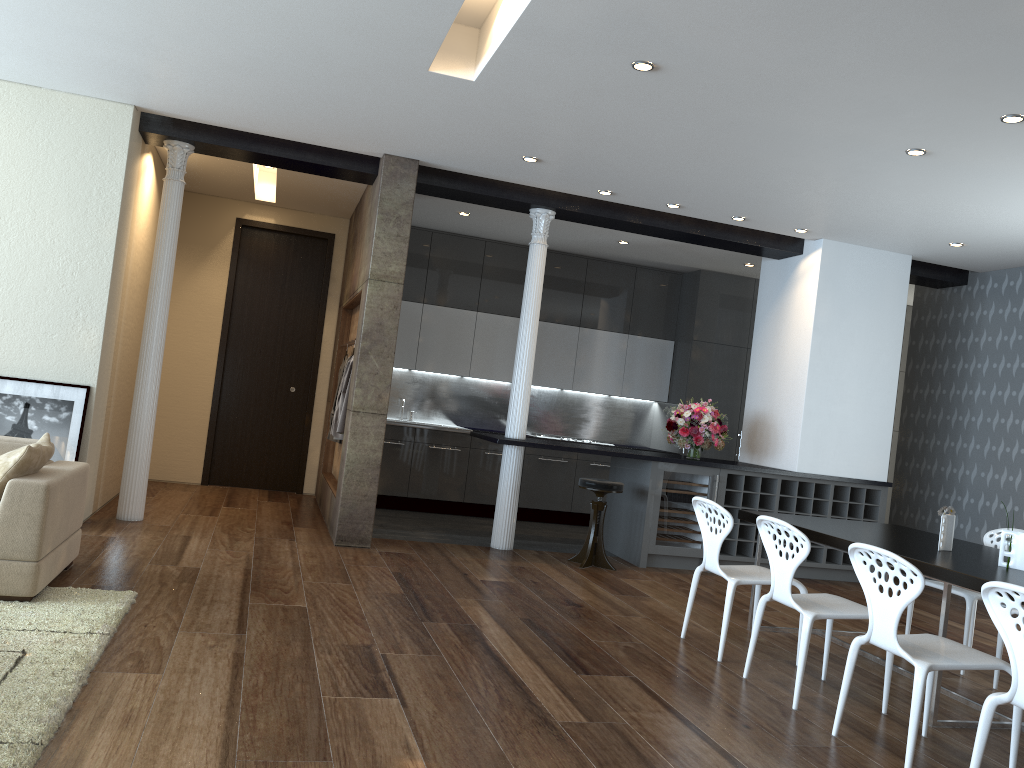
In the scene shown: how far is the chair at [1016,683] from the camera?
2.91m

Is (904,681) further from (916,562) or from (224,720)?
(224,720)

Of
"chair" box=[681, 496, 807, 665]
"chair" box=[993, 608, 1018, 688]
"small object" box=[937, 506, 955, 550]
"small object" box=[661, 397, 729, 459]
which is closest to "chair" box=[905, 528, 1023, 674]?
"chair" box=[993, 608, 1018, 688]

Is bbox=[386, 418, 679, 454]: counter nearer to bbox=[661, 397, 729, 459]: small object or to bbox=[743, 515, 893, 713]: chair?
bbox=[661, 397, 729, 459]: small object

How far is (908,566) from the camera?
3.3m

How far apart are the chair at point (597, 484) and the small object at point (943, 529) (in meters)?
2.77

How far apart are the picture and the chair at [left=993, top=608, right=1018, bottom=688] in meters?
5.9

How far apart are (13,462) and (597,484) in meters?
4.2

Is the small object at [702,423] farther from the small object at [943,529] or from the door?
the door

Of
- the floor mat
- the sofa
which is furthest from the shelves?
the sofa
